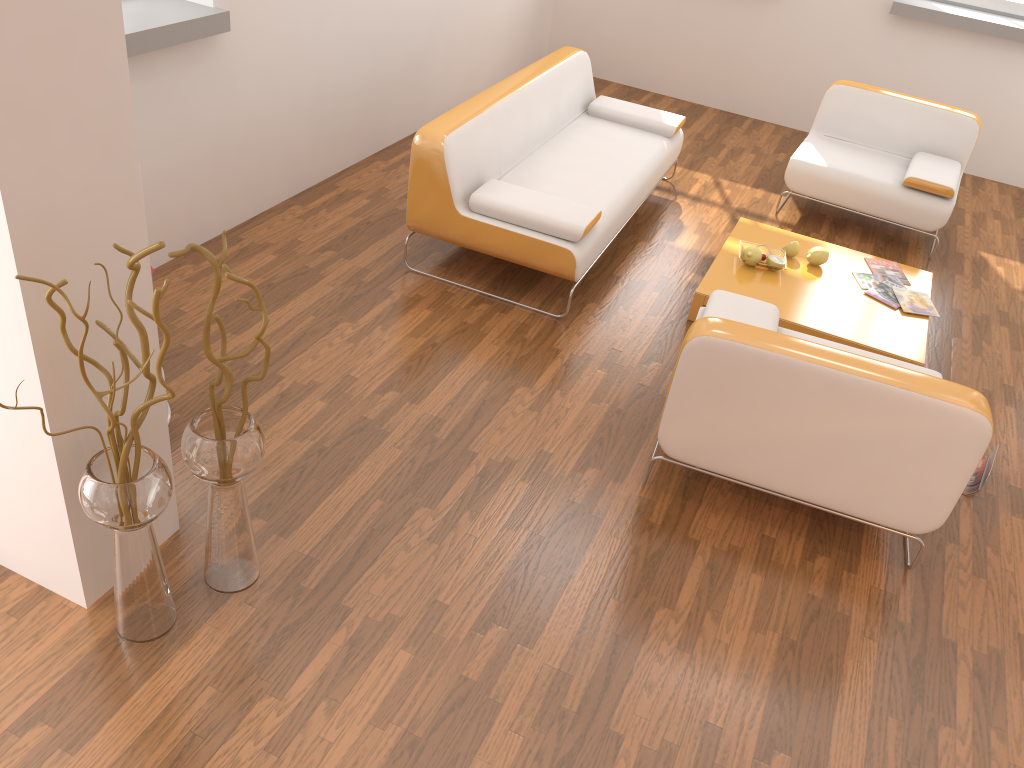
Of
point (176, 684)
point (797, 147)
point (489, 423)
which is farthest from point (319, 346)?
point (797, 147)

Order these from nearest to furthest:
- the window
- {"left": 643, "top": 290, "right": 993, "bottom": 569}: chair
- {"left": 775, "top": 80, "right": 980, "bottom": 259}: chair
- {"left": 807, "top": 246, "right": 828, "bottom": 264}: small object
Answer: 1. {"left": 643, "top": 290, "right": 993, "bottom": 569}: chair
2. {"left": 807, "top": 246, "right": 828, "bottom": 264}: small object
3. {"left": 775, "top": 80, "right": 980, "bottom": 259}: chair
4. the window

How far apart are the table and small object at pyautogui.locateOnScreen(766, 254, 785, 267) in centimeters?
5cm

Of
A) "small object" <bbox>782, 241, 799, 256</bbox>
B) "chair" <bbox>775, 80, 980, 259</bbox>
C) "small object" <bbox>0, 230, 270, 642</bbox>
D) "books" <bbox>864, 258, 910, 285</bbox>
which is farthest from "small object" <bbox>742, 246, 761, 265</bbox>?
"small object" <bbox>0, 230, 270, 642</bbox>

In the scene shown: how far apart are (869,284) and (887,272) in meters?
0.2 m

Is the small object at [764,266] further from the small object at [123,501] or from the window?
the window

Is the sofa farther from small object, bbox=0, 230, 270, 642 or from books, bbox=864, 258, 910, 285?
small object, bbox=0, 230, 270, 642

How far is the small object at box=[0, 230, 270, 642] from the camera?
2.0m

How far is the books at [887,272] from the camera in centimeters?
440cm

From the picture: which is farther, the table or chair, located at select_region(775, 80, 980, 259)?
chair, located at select_region(775, 80, 980, 259)
